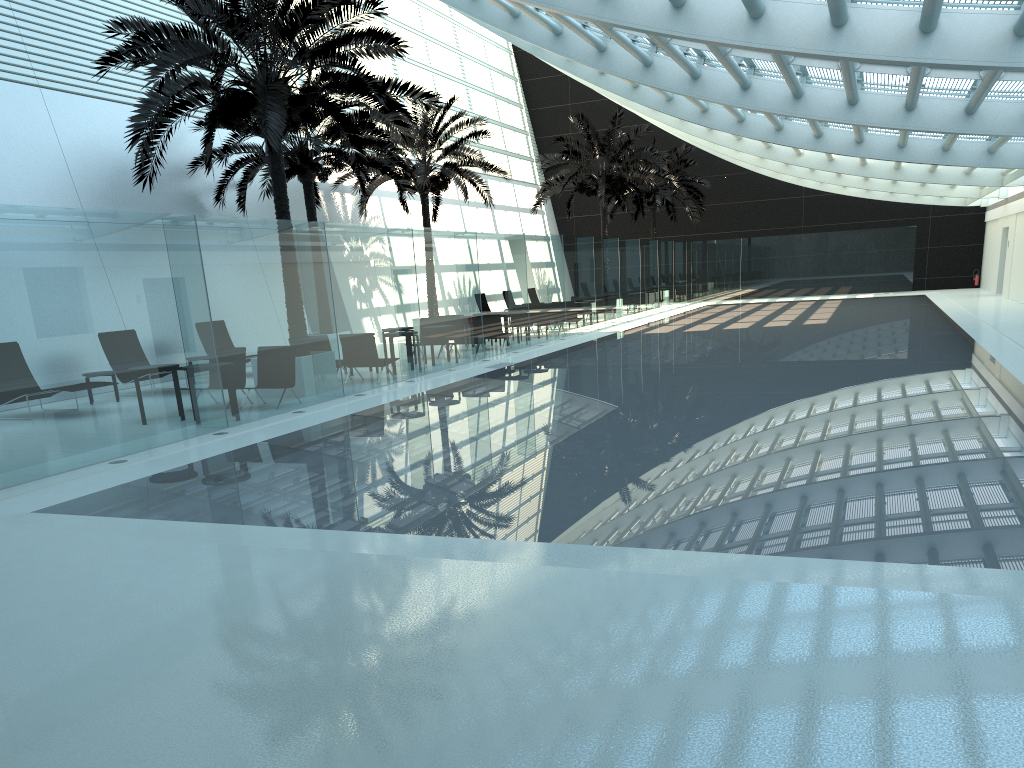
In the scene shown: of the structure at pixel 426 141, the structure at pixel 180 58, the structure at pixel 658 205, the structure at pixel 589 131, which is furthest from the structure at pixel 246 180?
the structure at pixel 658 205

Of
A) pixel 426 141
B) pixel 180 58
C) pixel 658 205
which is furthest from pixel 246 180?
pixel 658 205

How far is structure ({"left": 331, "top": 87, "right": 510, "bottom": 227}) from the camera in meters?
24.5 m

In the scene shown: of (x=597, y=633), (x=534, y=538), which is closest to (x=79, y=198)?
(x=534, y=538)

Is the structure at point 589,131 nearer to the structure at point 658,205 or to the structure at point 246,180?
the structure at point 658,205

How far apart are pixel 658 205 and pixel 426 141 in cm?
1584

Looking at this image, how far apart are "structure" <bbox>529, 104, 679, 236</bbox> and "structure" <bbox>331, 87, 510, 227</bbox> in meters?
3.5

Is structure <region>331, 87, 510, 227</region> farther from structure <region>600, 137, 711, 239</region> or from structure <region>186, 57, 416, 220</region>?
structure <region>600, 137, 711, 239</region>

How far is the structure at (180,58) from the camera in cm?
1276

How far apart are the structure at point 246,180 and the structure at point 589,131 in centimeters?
879cm
